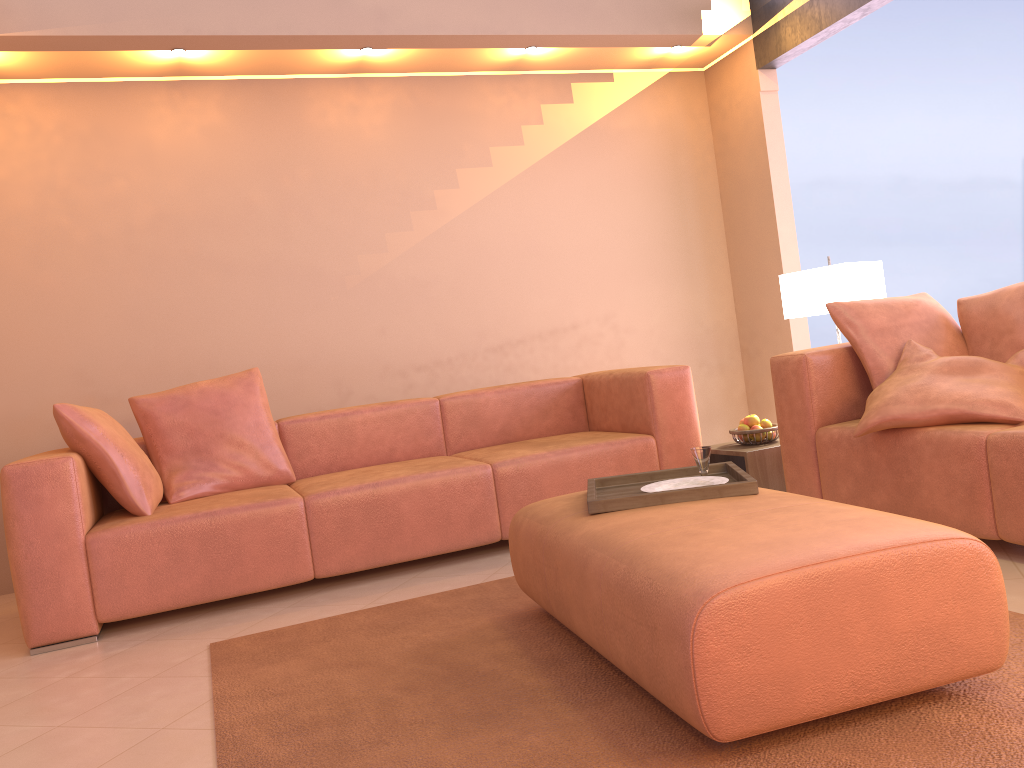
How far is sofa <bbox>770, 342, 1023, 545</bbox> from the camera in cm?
256

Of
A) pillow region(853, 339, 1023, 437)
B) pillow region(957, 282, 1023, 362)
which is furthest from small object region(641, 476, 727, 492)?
pillow region(957, 282, 1023, 362)

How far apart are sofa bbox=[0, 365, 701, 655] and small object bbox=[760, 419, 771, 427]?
0.3m

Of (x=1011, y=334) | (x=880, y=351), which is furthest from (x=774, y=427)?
(x=1011, y=334)

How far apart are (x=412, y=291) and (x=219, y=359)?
1.1m

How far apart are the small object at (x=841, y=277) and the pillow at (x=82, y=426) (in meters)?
2.87

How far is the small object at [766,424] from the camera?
3.9 meters

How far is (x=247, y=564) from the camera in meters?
3.3

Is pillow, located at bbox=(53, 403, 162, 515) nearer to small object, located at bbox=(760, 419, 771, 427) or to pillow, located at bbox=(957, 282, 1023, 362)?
small object, located at bbox=(760, 419, 771, 427)

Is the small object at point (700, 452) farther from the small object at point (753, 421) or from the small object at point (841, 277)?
the small object at point (841, 277)
